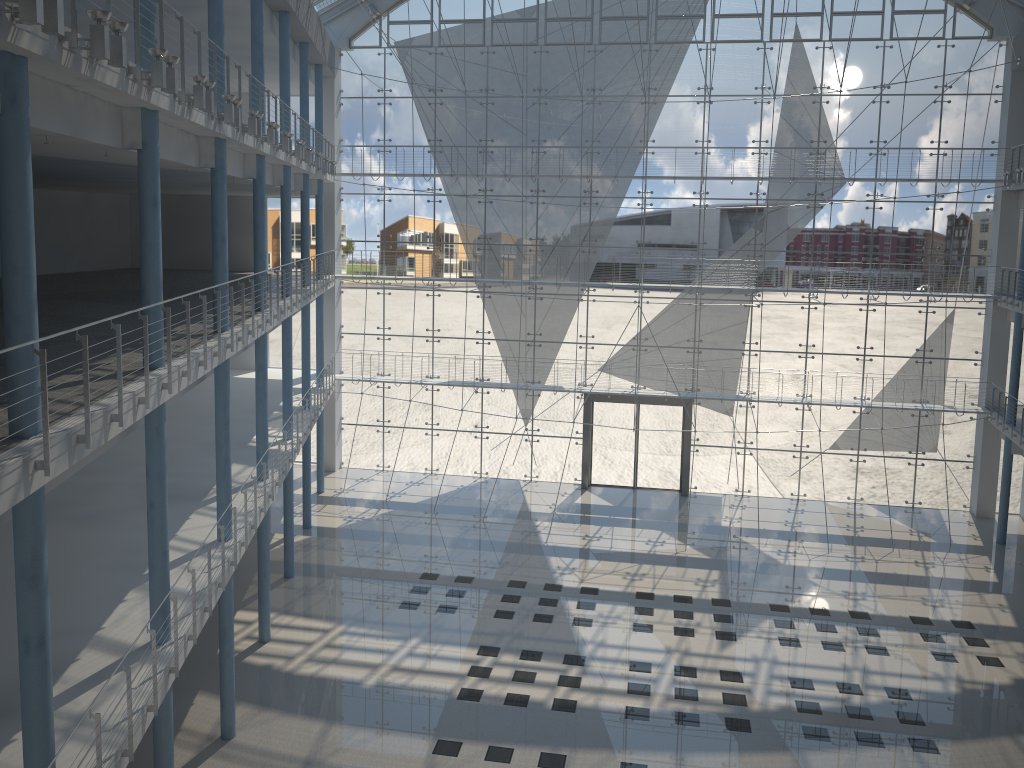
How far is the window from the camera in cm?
405

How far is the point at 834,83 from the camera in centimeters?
405cm

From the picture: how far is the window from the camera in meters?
4.1 m
